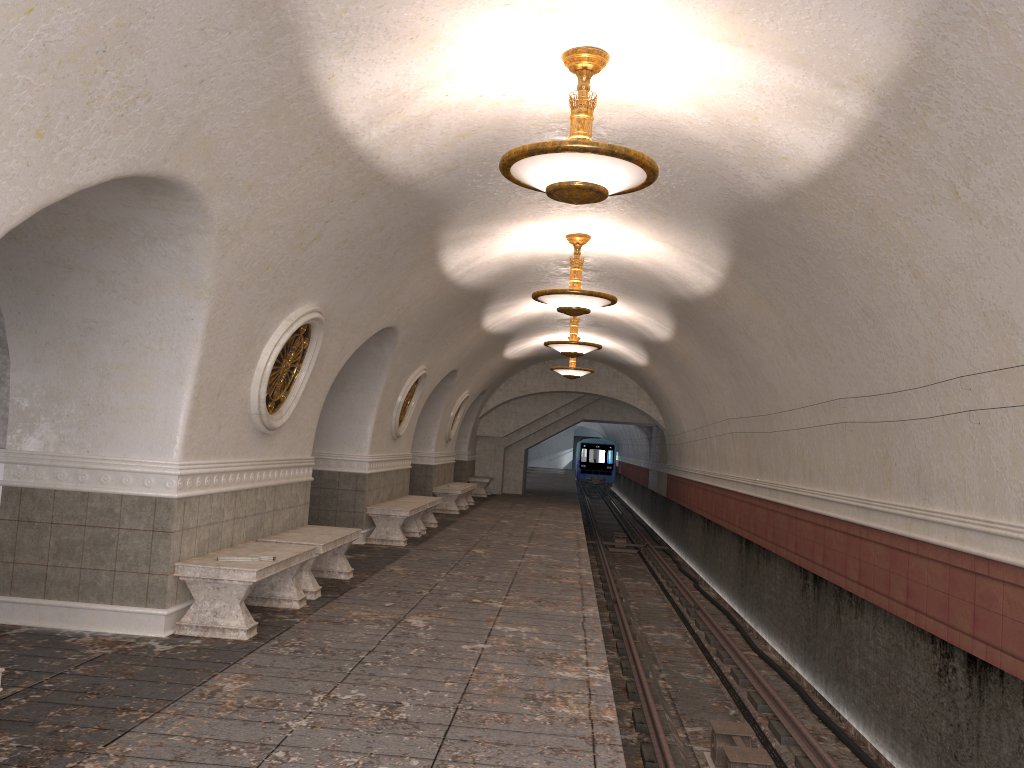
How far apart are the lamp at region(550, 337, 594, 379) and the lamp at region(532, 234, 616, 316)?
9.19m

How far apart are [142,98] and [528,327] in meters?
13.6

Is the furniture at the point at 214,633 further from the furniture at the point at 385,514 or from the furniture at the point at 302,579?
the furniture at the point at 385,514

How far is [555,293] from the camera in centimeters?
1001cm

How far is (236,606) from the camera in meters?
6.4

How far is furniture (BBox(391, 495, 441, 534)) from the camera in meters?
14.1 m

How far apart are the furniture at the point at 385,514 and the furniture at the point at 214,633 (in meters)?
4.61

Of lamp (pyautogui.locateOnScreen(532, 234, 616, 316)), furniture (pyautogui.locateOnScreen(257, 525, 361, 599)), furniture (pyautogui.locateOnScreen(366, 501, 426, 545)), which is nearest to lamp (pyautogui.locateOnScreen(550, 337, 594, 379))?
furniture (pyautogui.locateOnScreen(366, 501, 426, 545))

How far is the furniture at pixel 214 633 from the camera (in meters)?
6.31

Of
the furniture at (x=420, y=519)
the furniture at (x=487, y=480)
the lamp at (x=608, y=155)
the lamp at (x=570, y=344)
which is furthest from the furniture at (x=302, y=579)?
the furniture at (x=487, y=480)
